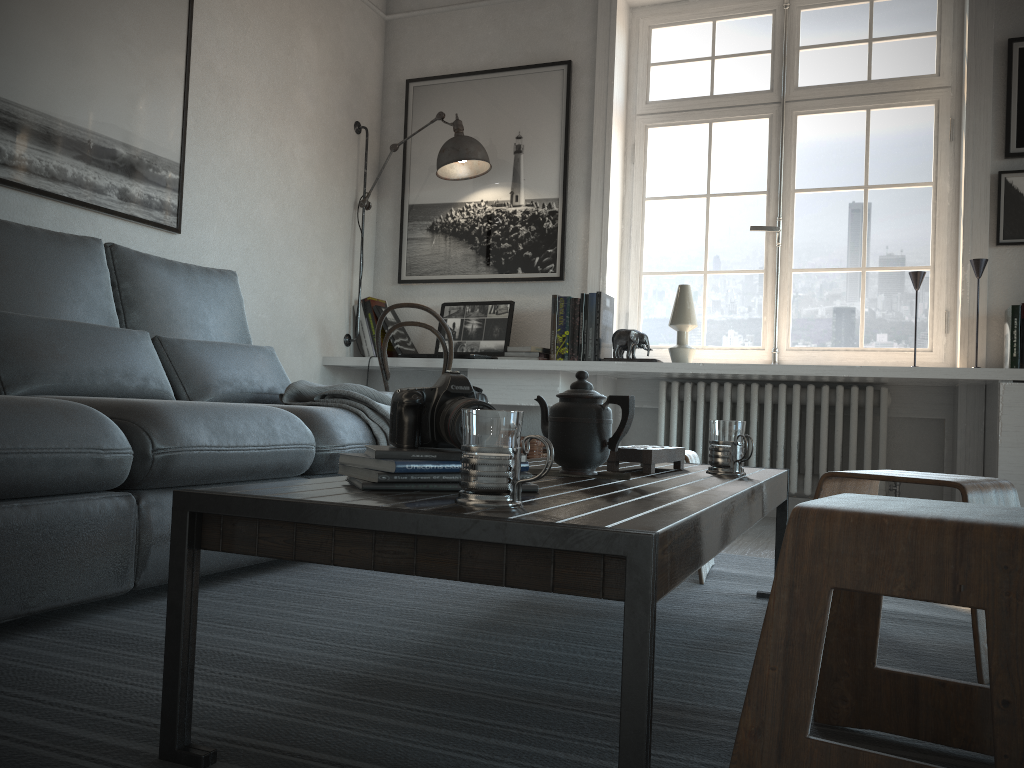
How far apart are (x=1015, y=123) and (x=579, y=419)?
2.98m

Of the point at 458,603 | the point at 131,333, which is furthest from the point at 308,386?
the point at 458,603

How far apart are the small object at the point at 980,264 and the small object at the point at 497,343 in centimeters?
178cm

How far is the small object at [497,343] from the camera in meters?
4.3

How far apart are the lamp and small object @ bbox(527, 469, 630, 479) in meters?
2.8

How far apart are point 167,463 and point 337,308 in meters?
2.7 m

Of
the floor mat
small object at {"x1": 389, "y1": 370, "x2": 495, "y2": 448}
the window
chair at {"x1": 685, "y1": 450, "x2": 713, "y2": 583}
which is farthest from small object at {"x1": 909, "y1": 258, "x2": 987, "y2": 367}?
small object at {"x1": 389, "y1": 370, "x2": 495, "y2": 448}

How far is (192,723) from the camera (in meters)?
1.17

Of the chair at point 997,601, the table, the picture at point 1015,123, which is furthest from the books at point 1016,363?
the chair at point 997,601

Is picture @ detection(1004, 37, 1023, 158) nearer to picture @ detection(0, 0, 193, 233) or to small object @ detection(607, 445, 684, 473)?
small object @ detection(607, 445, 684, 473)
